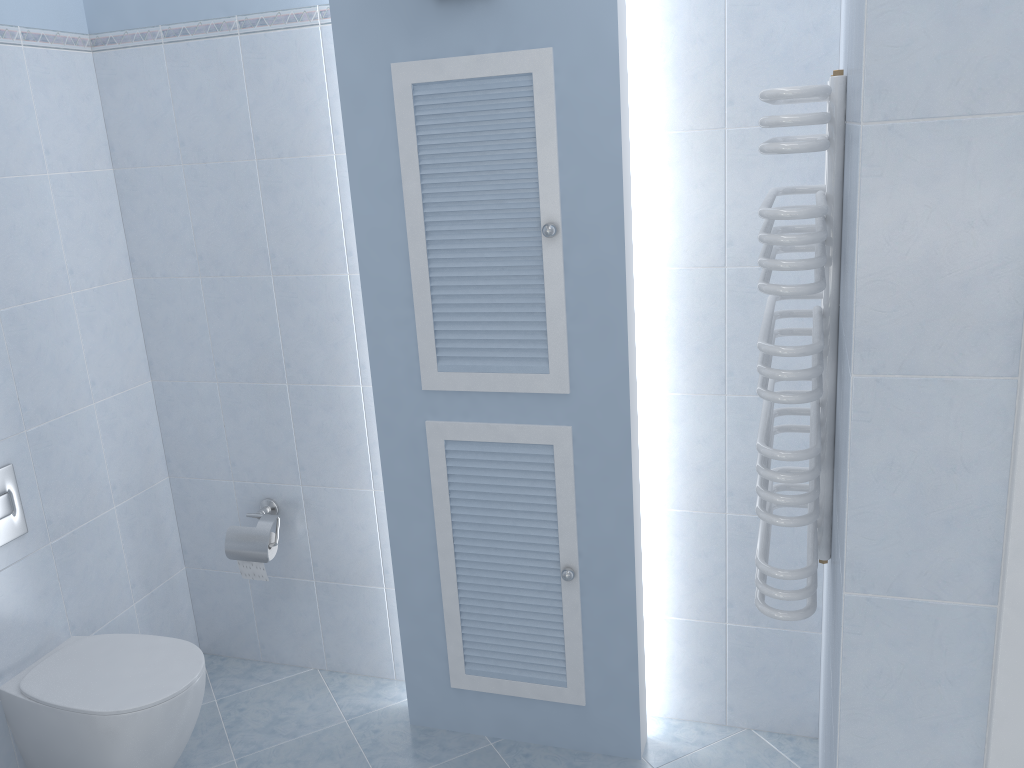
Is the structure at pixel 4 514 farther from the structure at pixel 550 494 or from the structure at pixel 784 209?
the structure at pixel 784 209

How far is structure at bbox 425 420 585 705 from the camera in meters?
2.3

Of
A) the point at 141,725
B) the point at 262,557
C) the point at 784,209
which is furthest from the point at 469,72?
the point at 141,725

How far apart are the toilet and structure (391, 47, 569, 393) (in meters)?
0.96

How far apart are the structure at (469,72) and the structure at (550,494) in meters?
0.1

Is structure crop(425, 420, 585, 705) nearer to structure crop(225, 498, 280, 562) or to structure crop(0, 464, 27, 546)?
structure crop(225, 498, 280, 562)

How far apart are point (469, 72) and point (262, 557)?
1.6m

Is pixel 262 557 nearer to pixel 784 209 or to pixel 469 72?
pixel 469 72

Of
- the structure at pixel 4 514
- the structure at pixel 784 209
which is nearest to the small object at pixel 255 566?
the structure at pixel 4 514

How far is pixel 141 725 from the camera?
2.22m
